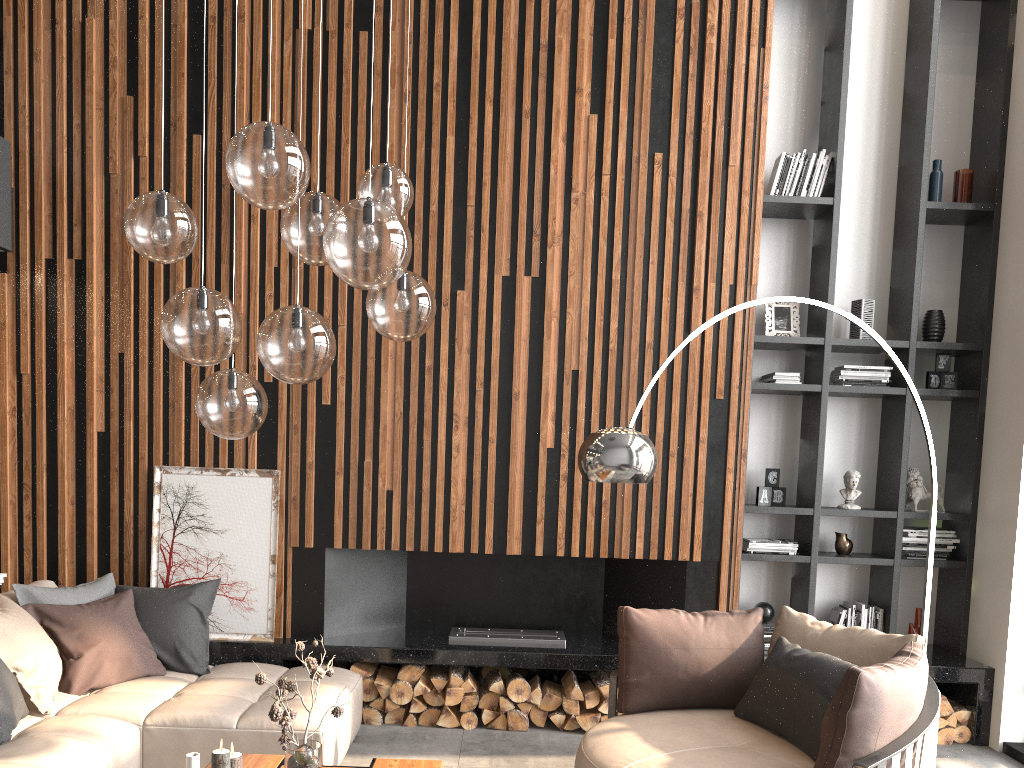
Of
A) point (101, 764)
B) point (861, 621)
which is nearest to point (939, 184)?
point (861, 621)

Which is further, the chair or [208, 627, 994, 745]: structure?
[208, 627, 994, 745]: structure

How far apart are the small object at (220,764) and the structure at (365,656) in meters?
1.8 m

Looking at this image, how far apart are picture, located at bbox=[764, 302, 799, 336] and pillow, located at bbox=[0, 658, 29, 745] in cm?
442

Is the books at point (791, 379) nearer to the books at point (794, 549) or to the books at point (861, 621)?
the books at point (794, 549)

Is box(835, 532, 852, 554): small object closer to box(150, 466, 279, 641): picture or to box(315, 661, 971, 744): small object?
box(315, 661, 971, 744): small object

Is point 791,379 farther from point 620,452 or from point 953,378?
point 620,452

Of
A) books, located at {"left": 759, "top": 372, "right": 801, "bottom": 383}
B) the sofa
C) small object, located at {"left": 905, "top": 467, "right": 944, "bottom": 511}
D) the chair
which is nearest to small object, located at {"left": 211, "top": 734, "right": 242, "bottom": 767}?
the sofa

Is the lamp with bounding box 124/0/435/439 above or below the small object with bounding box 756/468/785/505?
above

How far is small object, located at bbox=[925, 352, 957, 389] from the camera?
5.4 meters
